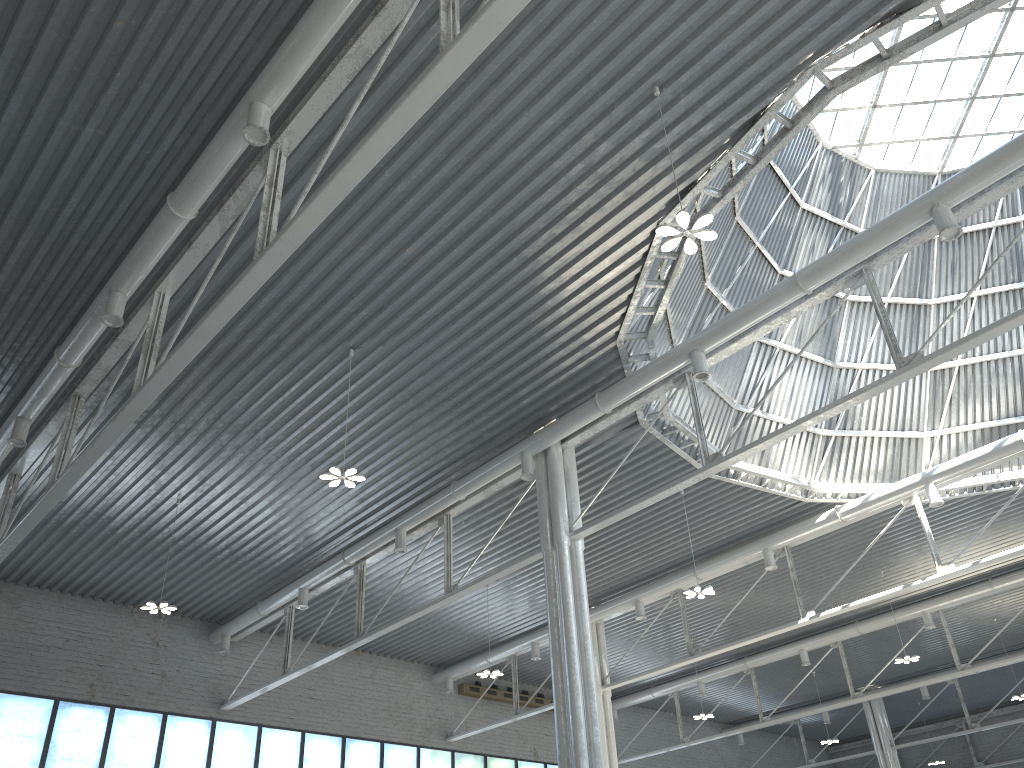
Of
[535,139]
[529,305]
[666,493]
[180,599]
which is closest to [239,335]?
[529,305]
